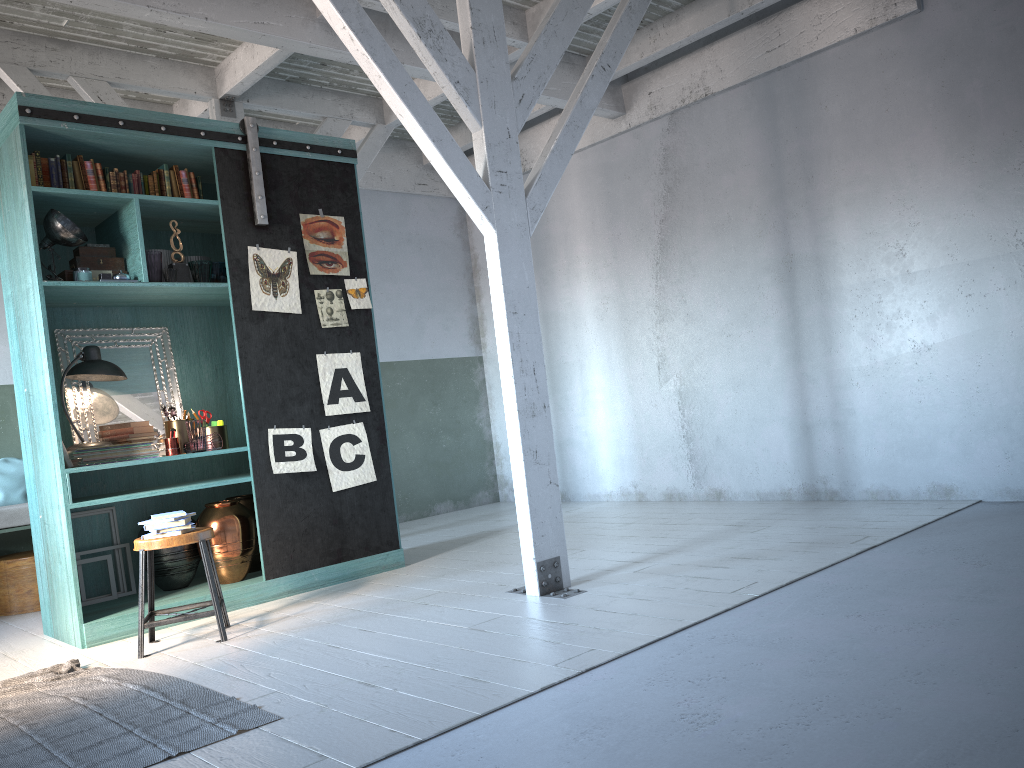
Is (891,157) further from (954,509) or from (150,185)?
(150,185)

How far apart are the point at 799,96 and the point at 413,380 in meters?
5.3

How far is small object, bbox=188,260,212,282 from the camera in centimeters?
637cm

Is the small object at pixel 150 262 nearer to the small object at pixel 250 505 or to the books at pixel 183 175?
the books at pixel 183 175

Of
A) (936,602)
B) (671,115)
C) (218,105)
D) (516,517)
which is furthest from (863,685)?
(218,105)

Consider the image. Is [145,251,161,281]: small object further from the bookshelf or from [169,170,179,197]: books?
[169,170,179,197]: books

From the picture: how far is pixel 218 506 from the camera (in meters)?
6.46

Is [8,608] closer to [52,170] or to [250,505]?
[250,505]

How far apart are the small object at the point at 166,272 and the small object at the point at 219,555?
1.7 meters

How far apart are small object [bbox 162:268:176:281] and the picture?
0.6m
